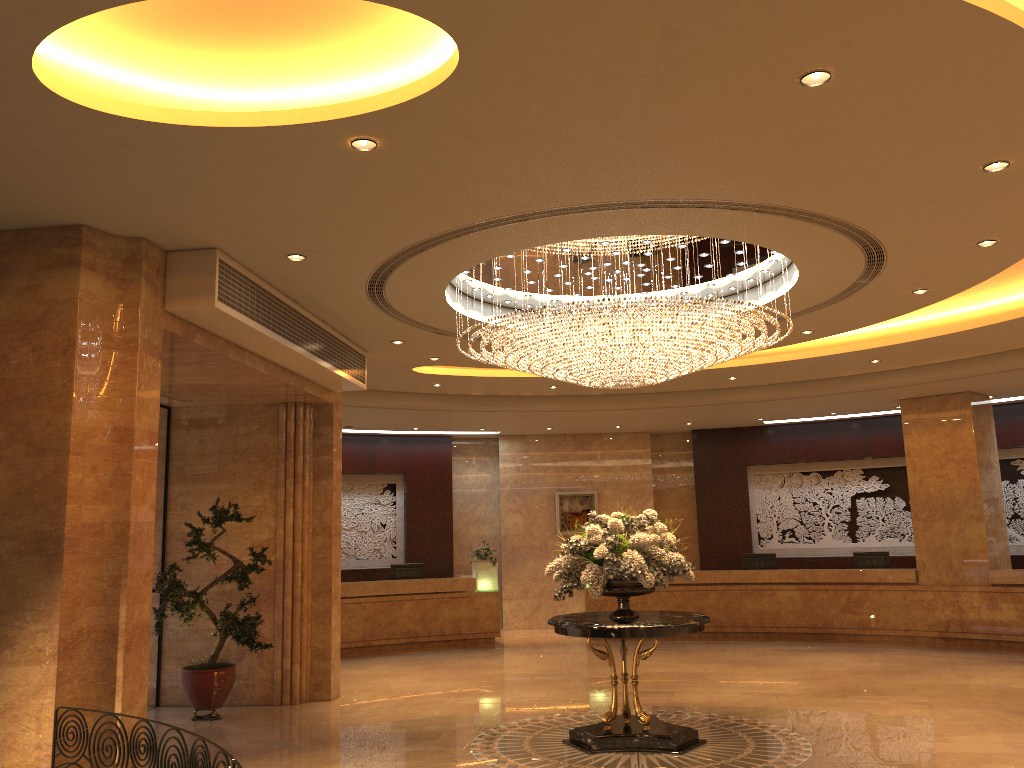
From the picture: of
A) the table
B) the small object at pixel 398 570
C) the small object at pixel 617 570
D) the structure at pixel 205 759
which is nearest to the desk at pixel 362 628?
the small object at pixel 398 570

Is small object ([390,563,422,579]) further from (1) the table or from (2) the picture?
(1) the table

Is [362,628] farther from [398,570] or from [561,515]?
[561,515]

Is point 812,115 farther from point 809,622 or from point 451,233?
point 809,622

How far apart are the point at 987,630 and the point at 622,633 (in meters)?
9.03

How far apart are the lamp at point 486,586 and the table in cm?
762

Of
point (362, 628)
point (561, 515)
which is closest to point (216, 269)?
point (362, 628)

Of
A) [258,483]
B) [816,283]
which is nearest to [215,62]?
[816,283]

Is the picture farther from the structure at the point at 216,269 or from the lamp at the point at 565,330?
the lamp at the point at 565,330

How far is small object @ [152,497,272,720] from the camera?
9.38m
